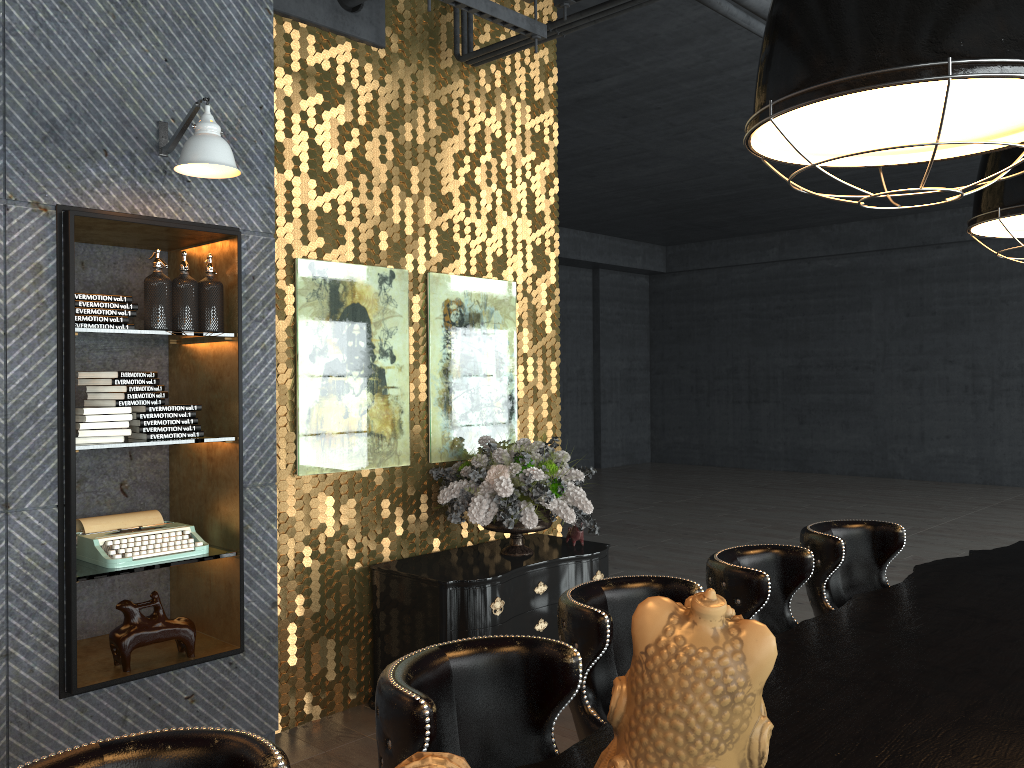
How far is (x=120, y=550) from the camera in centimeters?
355cm

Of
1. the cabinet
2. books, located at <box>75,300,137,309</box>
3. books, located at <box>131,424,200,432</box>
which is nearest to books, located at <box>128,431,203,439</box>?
books, located at <box>131,424,200,432</box>

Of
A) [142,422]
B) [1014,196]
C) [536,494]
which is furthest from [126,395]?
[1014,196]

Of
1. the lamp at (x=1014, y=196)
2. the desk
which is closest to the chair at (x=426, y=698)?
the desk

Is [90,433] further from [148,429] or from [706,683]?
[706,683]

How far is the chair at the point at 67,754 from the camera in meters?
1.4

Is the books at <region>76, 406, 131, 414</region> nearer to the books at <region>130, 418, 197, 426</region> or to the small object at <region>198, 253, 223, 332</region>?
the books at <region>130, 418, 197, 426</region>

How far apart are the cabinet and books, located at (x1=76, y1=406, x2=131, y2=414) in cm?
161

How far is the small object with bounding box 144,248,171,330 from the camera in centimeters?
360cm

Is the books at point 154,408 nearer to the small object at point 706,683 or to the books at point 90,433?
the books at point 90,433
